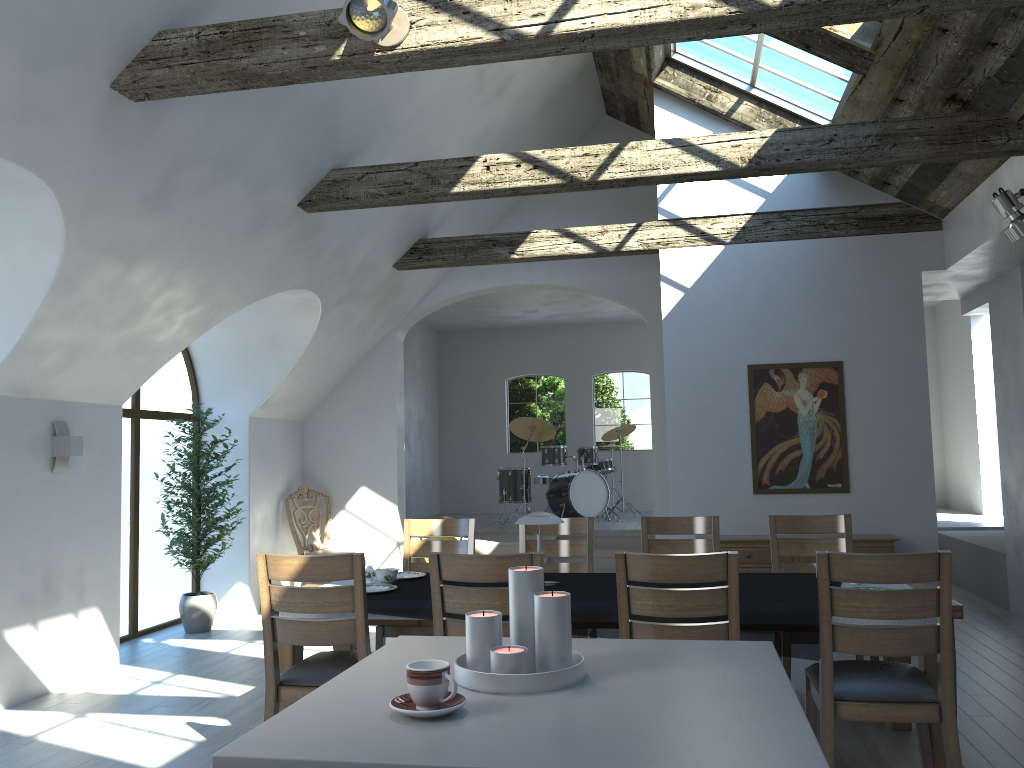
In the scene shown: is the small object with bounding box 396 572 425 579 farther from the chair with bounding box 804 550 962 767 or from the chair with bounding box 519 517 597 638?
the chair with bounding box 804 550 962 767

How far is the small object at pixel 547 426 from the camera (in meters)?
11.42

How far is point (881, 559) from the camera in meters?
3.2

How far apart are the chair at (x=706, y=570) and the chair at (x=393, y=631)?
1.9m

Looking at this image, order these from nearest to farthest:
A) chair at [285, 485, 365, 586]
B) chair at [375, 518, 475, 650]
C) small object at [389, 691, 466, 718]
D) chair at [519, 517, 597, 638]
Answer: small object at [389, 691, 466, 718]
chair at [375, 518, 475, 650]
chair at [519, 517, 597, 638]
chair at [285, 485, 365, 586]

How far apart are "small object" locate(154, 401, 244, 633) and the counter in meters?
5.2

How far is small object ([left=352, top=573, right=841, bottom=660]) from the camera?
3.7m

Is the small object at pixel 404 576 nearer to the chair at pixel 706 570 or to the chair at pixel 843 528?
the chair at pixel 706 570

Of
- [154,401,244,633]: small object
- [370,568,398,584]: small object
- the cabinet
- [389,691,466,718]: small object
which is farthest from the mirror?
[389,691,466,718]: small object

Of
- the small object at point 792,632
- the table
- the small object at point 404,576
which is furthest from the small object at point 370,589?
the small object at point 404,576
